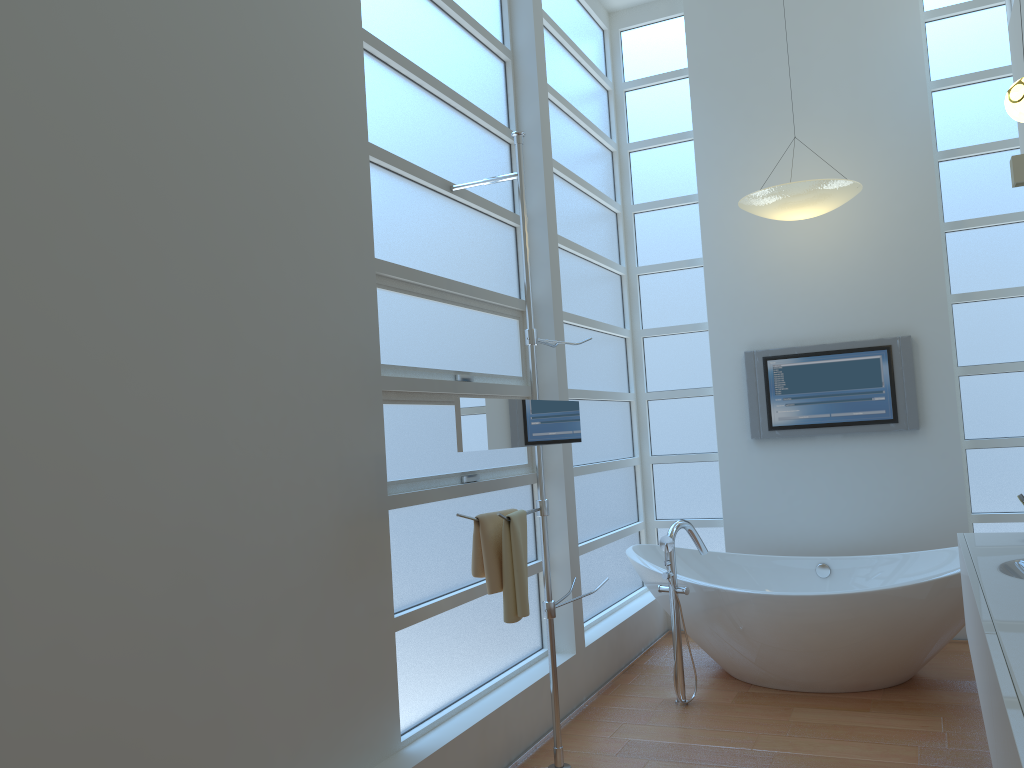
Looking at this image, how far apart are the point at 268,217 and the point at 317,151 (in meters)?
0.35

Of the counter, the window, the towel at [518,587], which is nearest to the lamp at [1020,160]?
the window

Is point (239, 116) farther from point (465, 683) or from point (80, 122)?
point (465, 683)

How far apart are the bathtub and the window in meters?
0.2 m

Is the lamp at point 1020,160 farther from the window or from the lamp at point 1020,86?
the window

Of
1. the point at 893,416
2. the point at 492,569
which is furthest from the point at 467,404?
the point at 893,416

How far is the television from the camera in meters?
4.8 m

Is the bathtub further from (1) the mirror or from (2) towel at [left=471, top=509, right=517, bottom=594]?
(2) towel at [left=471, top=509, right=517, bottom=594]

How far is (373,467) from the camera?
2.9 meters

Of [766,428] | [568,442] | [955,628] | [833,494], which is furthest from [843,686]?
[568,442]
